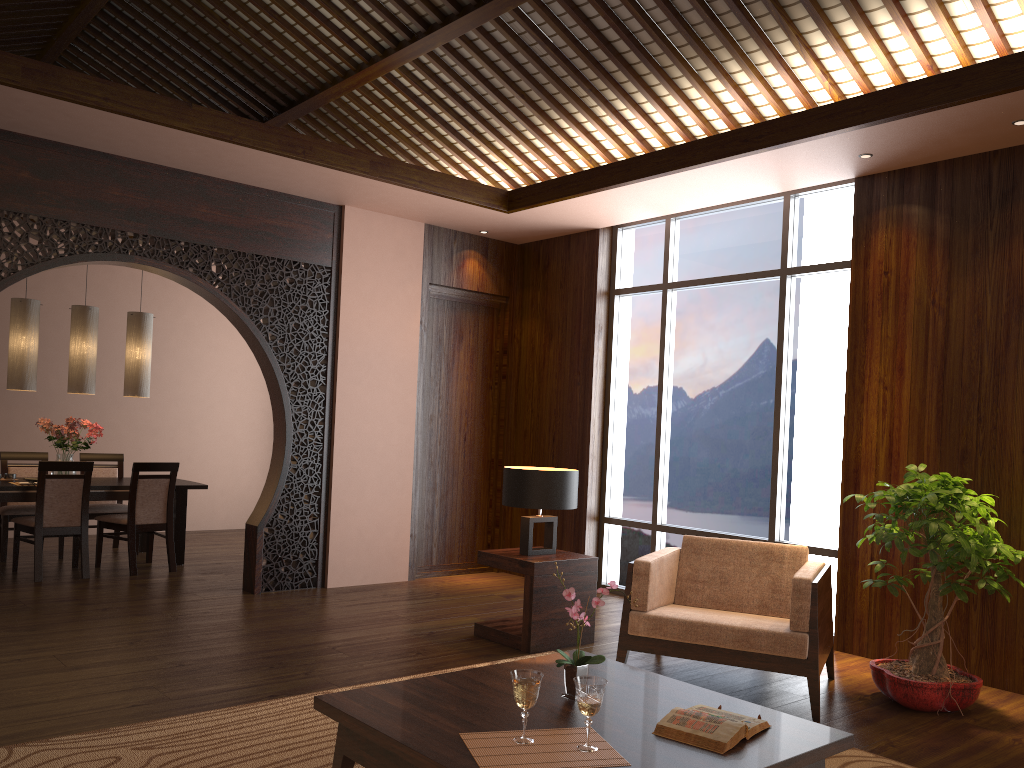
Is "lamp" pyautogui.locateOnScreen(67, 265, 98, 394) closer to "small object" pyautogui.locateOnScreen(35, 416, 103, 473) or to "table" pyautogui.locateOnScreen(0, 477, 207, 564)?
"small object" pyautogui.locateOnScreen(35, 416, 103, 473)

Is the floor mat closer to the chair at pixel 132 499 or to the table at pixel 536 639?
the table at pixel 536 639

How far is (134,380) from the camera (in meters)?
7.27

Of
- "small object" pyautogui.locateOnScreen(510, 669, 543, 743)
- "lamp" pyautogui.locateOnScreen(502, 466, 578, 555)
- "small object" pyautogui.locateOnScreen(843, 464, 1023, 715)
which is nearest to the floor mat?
"small object" pyautogui.locateOnScreen(843, 464, 1023, 715)

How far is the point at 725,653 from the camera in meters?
4.0 m

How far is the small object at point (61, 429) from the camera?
6.87m

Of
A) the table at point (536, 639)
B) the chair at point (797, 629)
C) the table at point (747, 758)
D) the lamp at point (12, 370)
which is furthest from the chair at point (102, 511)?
the table at point (747, 758)

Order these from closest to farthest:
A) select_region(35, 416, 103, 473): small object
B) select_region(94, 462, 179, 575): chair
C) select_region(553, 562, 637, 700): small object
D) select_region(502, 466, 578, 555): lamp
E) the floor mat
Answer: select_region(553, 562, 637, 700): small object < the floor mat < select_region(502, 466, 578, 555): lamp < select_region(94, 462, 179, 575): chair < select_region(35, 416, 103, 473): small object

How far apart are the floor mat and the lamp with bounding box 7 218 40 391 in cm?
424

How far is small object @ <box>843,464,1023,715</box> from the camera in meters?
4.0
